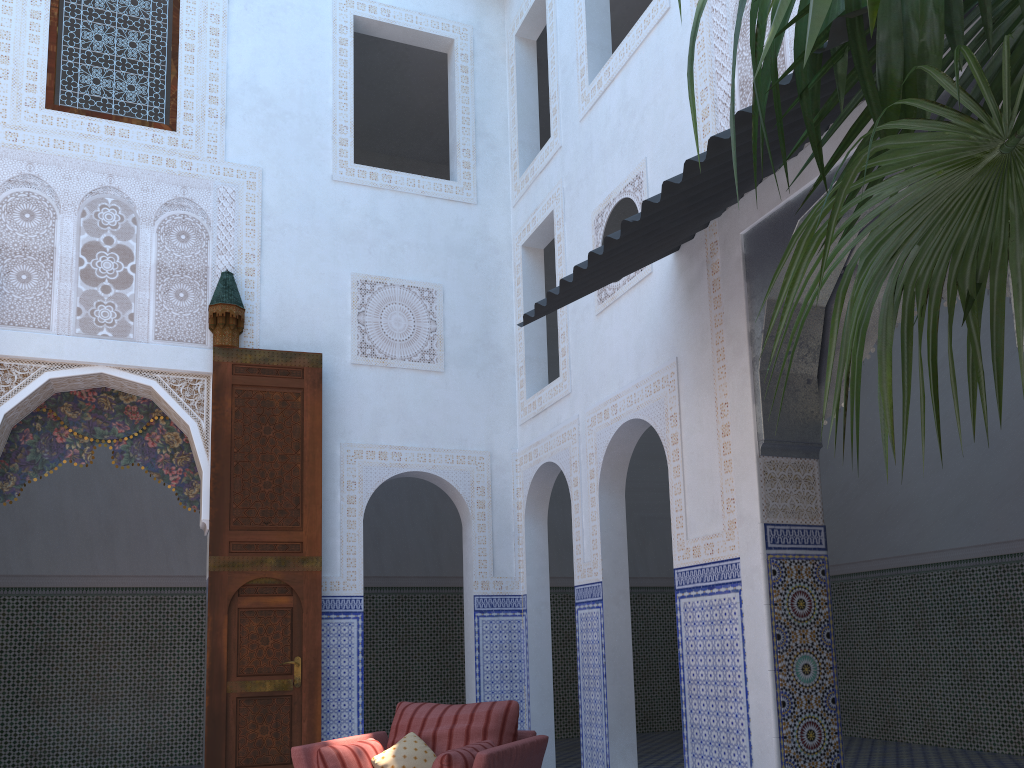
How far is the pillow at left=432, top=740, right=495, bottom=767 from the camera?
2.81m

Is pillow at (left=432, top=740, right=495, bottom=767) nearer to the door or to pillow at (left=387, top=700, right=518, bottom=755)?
pillow at (left=387, top=700, right=518, bottom=755)

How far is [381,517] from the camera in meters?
7.2 m

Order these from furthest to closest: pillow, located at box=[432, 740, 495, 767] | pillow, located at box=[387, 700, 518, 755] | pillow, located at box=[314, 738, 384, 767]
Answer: pillow, located at box=[387, 700, 518, 755] < pillow, located at box=[314, 738, 384, 767] < pillow, located at box=[432, 740, 495, 767]

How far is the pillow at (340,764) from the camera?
3.0m

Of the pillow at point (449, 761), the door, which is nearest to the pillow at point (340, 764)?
the pillow at point (449, 761)

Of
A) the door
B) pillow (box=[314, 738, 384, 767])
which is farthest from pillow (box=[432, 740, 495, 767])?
the door

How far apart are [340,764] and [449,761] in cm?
44

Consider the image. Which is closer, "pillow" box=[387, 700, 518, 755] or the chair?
the chair

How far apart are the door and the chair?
1.0 meters
